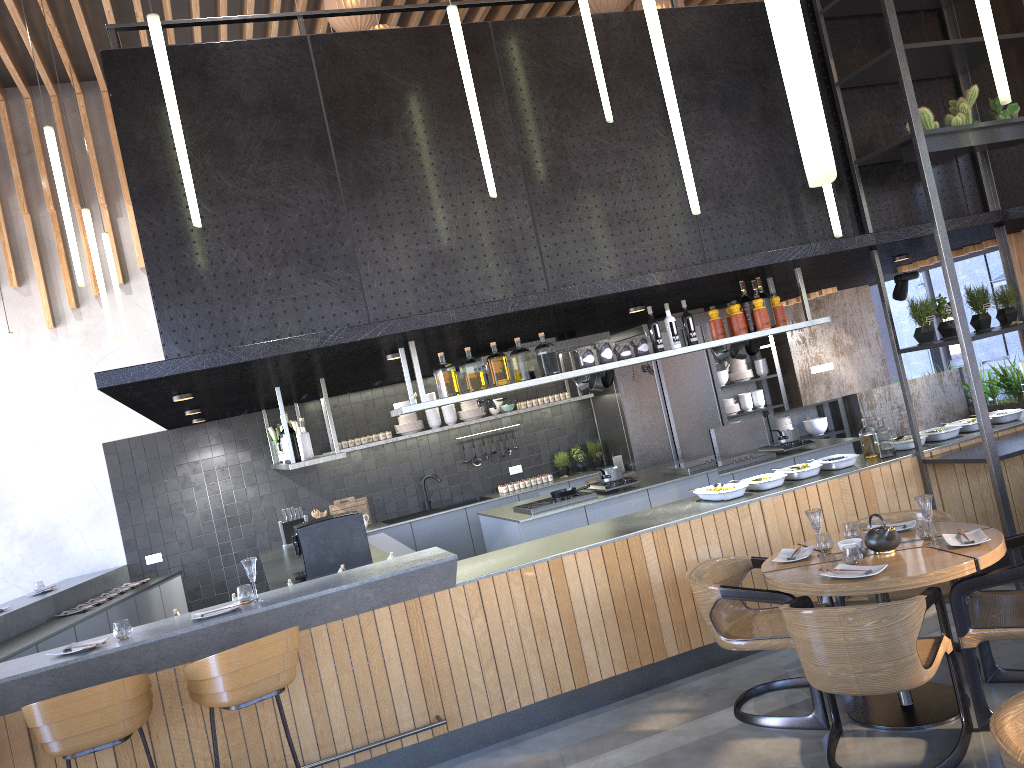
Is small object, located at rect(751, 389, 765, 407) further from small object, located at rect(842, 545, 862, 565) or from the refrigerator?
small object, located at rect(842, 545, 862, 565)

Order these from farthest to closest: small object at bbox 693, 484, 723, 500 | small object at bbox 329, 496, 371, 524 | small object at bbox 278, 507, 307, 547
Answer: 1. small object at bbox 329, 496, 371, 524
2. small object at bbox 278, 507, 307, 547
3. small object at bbox 693, 484, 723, 500

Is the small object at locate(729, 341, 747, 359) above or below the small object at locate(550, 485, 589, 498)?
above

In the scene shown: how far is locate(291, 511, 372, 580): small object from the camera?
6.32m

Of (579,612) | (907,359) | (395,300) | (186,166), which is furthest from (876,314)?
(186,166)

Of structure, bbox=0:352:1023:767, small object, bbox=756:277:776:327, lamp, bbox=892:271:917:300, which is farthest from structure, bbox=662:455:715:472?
lamp, bbox=892:271:917:300

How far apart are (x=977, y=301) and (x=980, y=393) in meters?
0.9

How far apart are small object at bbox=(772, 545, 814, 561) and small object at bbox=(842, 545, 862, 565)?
0.37m

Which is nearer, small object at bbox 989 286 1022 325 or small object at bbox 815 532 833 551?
small object at bbox 815 532 833 551

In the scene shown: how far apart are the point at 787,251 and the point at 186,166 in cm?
342
